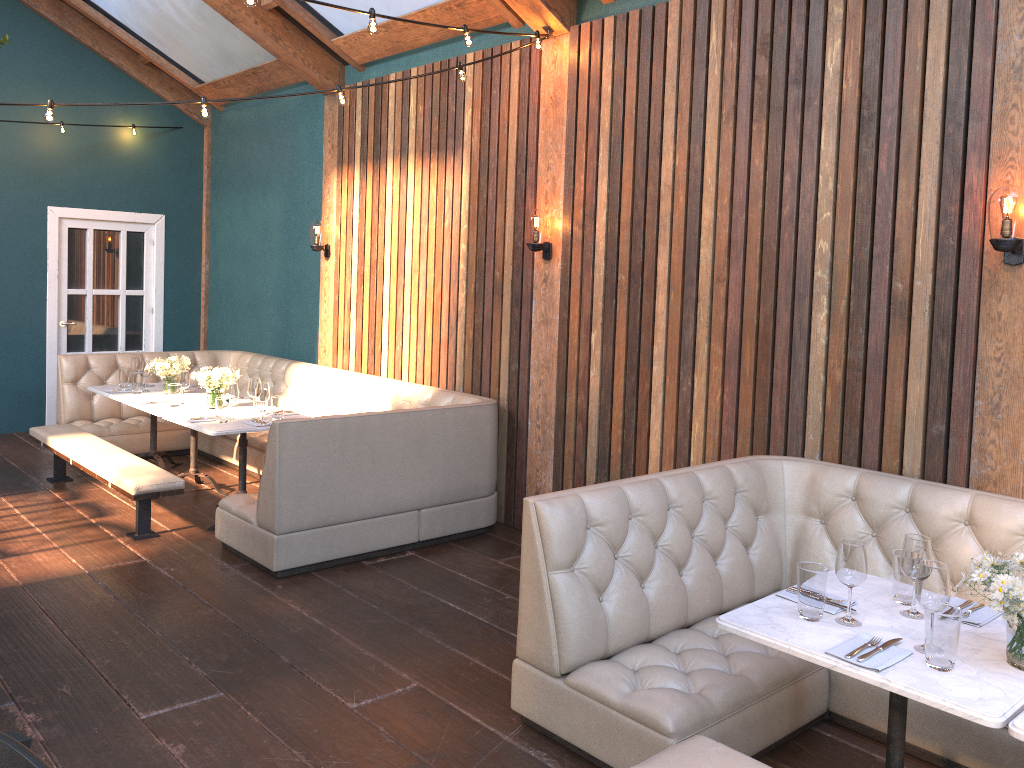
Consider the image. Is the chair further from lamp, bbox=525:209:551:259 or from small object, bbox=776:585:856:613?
lamp, bbox=525:209:551:259

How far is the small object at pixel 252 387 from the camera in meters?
6.0 m

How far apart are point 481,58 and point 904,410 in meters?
3.6 m

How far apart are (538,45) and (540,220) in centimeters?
103cm

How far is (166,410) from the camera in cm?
611

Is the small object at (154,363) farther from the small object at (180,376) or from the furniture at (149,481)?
the furniture at (149,481)

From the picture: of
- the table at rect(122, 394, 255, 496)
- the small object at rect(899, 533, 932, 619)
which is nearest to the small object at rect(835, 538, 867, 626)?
the small object at rect(899, 533, 932, 619)

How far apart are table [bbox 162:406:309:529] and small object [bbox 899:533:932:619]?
4.0 meters

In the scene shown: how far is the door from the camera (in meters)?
8.75

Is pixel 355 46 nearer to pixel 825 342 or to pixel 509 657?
pixel 825 342
